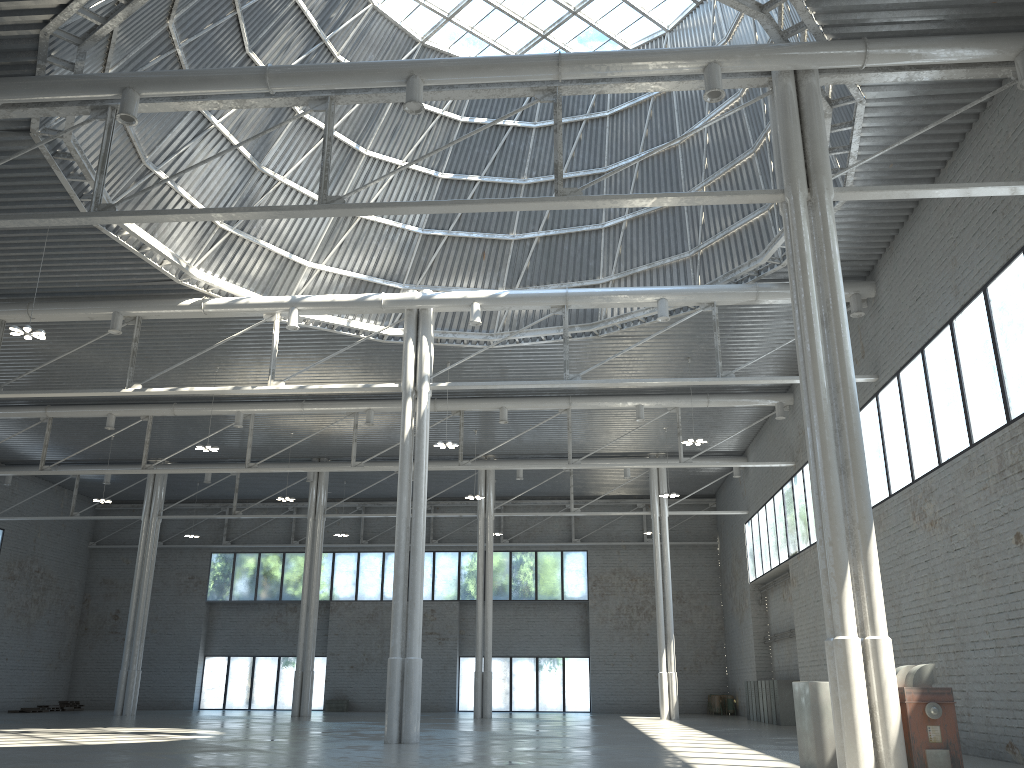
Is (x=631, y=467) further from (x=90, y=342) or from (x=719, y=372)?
(x=90, y=342)
